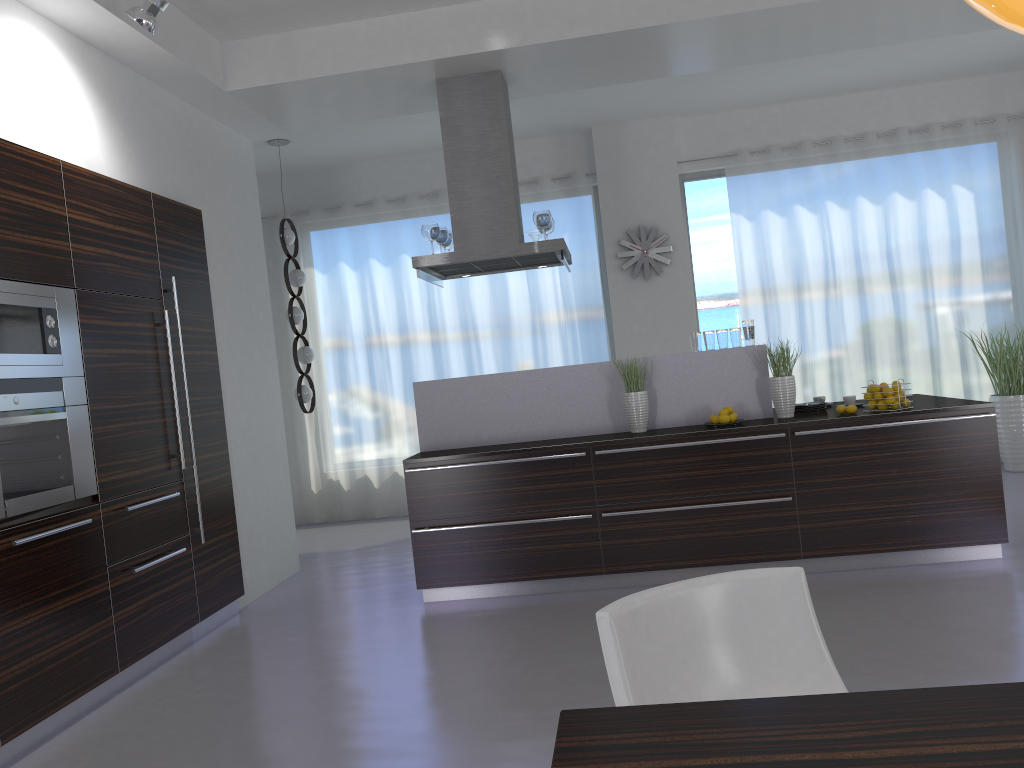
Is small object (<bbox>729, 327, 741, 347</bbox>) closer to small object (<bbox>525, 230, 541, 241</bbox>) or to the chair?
small object (<bbox>525, 230, 541, 241</bbox>)

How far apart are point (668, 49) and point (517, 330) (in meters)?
3.50

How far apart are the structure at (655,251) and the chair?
6.5m

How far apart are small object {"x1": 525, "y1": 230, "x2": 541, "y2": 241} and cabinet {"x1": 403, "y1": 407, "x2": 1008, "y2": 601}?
1.9 meters

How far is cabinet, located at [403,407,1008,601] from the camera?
4.82m

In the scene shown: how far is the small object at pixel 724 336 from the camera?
5.4m

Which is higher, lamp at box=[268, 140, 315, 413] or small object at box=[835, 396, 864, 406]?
lamp at box=[268, 140, 315, 413]

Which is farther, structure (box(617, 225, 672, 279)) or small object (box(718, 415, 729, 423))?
structure (box(617, 225, 672, 279))

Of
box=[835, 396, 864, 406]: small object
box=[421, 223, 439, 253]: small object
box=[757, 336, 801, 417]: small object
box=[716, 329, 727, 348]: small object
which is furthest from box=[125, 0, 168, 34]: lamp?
box=[835, 396, 864, 406]: small object

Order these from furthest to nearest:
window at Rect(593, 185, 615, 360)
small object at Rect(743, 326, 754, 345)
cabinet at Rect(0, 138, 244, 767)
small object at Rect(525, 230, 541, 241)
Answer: window at Rect(593, 185, 615, 360) → small object at Rect(525, 230, 541, 241) → small object at Rect(743, 326, 754, 345) → cabinet at Rect(0, 138, 244, 767)
